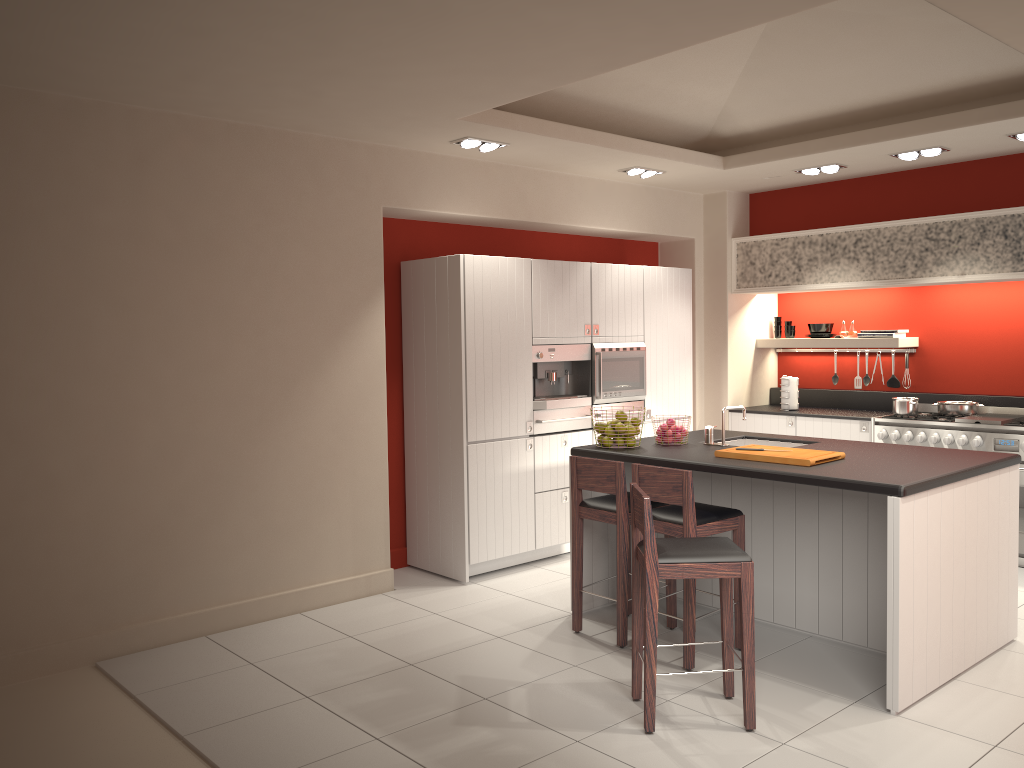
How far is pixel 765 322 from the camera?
8.5 meters

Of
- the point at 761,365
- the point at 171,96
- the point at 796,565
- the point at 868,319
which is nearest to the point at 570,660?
the point at 796,565

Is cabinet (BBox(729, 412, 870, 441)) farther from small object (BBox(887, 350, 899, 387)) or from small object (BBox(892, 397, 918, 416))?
small object (BBox(887, 350, 899, 387))

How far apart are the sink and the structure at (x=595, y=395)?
1.33m

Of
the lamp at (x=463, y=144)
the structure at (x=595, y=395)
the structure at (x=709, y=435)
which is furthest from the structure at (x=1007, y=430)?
the lamp at (x=463, y=144)

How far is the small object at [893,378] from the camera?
7.8 meters

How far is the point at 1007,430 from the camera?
6.4m

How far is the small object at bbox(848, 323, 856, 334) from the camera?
7.90m

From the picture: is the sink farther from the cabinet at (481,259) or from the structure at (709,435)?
the cabinet at (481,259)

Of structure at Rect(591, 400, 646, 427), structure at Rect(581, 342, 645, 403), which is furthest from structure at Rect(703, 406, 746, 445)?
structure at Rect(591, 400, 646, 427)
